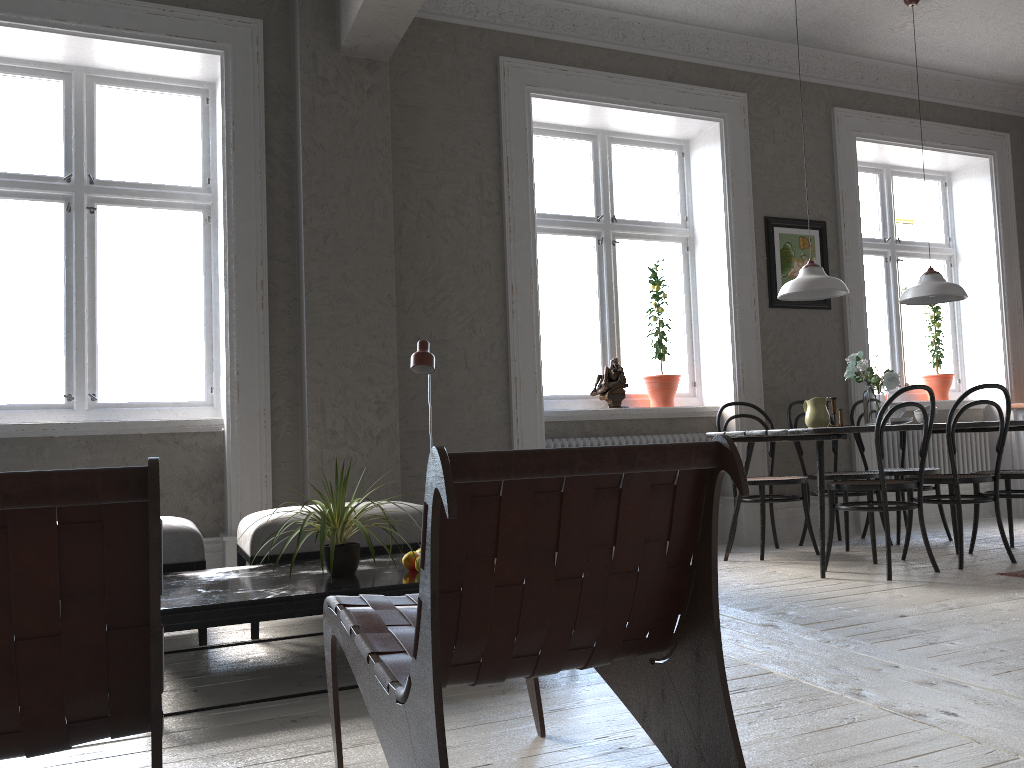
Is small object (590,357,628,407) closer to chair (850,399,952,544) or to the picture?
the picture

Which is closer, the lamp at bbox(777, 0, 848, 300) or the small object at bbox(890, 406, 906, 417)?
the lamp at bbox(777, 0, 848, 300)

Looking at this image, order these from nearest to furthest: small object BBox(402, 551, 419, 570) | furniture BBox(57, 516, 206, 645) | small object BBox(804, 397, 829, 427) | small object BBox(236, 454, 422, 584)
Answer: small object BBox(236, 454, 422, 584), small object BBox(402, 551, 419, 570), furniture BBox(57, 516, 206, 645), small object BBox(804, 397, 829, 427)

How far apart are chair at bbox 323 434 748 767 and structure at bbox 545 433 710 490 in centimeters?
312cm

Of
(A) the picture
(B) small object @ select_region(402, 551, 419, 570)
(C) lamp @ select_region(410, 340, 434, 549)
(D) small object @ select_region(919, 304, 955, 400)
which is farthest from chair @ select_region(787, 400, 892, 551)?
(B) small object @ select_region(402, 551, 419, 570)

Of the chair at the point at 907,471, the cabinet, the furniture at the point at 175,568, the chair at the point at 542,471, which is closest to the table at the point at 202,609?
the furniture at the point at 175,568

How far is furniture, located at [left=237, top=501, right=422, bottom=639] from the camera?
3.5m

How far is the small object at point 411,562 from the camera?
3.02m

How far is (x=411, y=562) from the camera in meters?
3.0 m

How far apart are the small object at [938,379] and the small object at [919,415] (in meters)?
1.83
